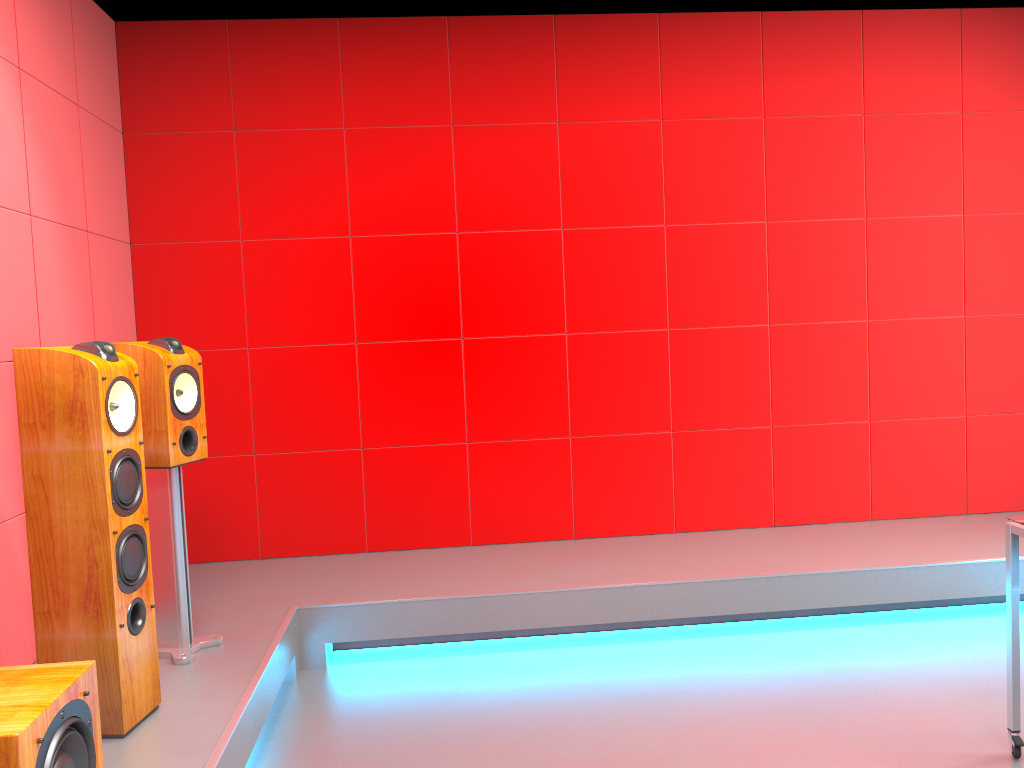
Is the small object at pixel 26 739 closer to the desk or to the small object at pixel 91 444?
the small object at pixel 91 444

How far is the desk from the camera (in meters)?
2.50

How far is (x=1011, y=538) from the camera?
2.50m

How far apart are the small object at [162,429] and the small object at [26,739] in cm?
96

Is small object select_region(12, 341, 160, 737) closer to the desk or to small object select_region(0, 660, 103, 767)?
small object select_region(0, 660, 103, 767)

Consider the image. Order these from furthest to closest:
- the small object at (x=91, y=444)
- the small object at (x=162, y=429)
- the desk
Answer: the small object at (x=162, y=429)
the desk
the small object at (x=91, y=444)

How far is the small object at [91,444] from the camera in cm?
229

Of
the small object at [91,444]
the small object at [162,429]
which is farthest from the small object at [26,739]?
the small object at [162,429]

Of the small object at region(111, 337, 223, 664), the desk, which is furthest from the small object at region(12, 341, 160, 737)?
the desk

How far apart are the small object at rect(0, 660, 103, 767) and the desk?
2.4 meters
